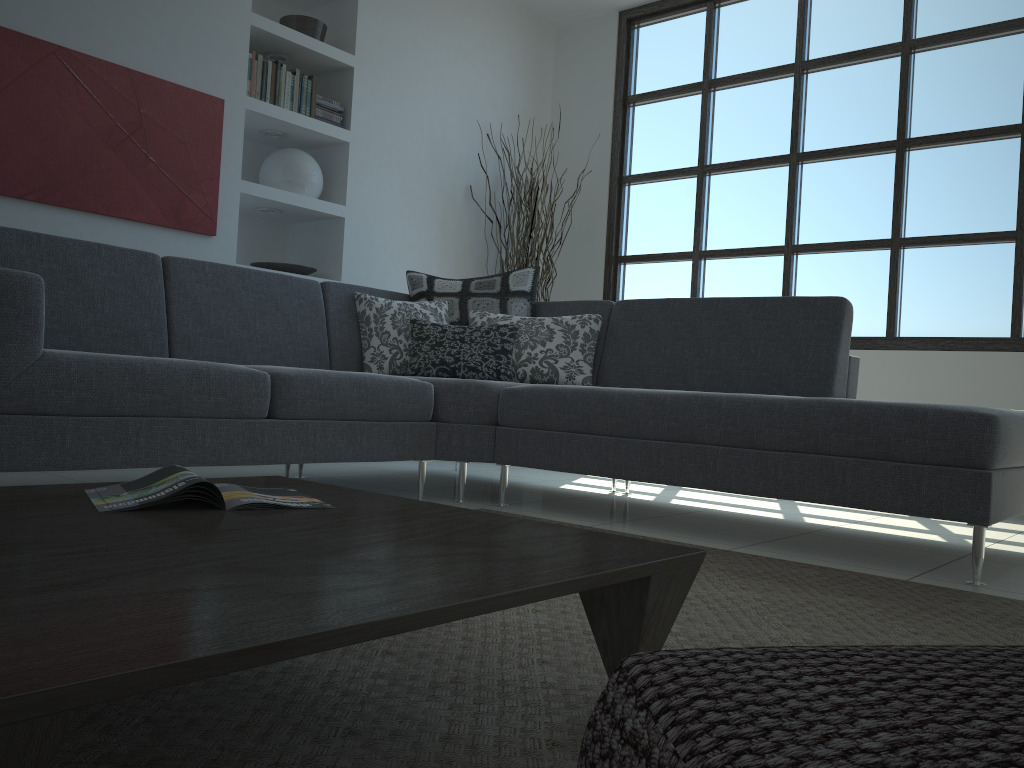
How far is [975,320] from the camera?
→ 4.5 meters

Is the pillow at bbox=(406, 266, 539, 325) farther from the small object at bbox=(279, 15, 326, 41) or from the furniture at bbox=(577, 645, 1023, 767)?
the furniture at bbox=(577, 645, 1023, 767)

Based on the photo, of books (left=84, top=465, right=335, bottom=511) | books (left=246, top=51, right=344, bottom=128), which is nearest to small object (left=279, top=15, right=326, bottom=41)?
books (left=246, top=51, right=344, bottom=128)

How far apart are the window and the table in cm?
380

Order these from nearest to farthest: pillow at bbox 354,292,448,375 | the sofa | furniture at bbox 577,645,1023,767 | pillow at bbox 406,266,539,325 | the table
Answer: furniture at bbox 577,645,1023,767, the table, the sofa, pillow at bbox 354,292,448,375, pillow at bbox 406,266,539,325

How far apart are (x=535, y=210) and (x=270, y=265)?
1.6 meters

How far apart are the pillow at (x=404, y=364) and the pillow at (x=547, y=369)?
0.1m

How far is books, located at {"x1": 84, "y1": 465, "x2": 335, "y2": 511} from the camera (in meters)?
1.33

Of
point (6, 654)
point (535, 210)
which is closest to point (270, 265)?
point (535, 210)

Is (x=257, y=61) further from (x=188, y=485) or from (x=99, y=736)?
(x=99, y=736)
